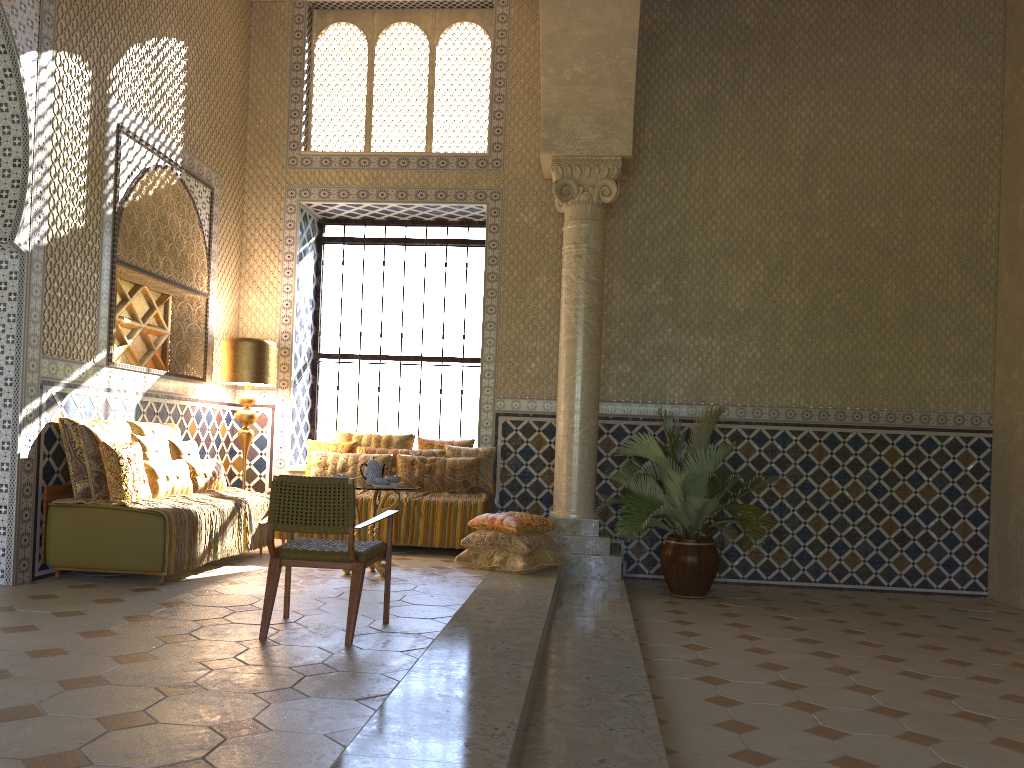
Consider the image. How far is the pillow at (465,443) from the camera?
12.70m

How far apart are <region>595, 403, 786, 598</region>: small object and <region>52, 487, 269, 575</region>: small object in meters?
4.3

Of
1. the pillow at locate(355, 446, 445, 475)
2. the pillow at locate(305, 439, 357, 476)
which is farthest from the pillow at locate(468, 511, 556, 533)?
the pillow at locate(305, 439, 357, 476)

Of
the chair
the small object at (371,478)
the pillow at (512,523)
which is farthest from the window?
the chair

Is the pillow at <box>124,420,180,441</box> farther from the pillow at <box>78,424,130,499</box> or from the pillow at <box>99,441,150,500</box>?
the pillow at <box>99,441,150,500</box>

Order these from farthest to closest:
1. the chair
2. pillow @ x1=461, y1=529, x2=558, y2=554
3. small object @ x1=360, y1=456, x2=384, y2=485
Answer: pillow @ x1=461, y1=529, x2=558, y2=554, small object @ x1=360, y1=456, x2=384, y2=485, the chair

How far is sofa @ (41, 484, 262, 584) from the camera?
8.41m

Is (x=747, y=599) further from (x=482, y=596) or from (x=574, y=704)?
(x=574, y=704)

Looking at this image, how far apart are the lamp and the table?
3.1m

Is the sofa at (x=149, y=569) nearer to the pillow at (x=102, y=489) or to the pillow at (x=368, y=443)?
the pillow at (x=102, y=489)
